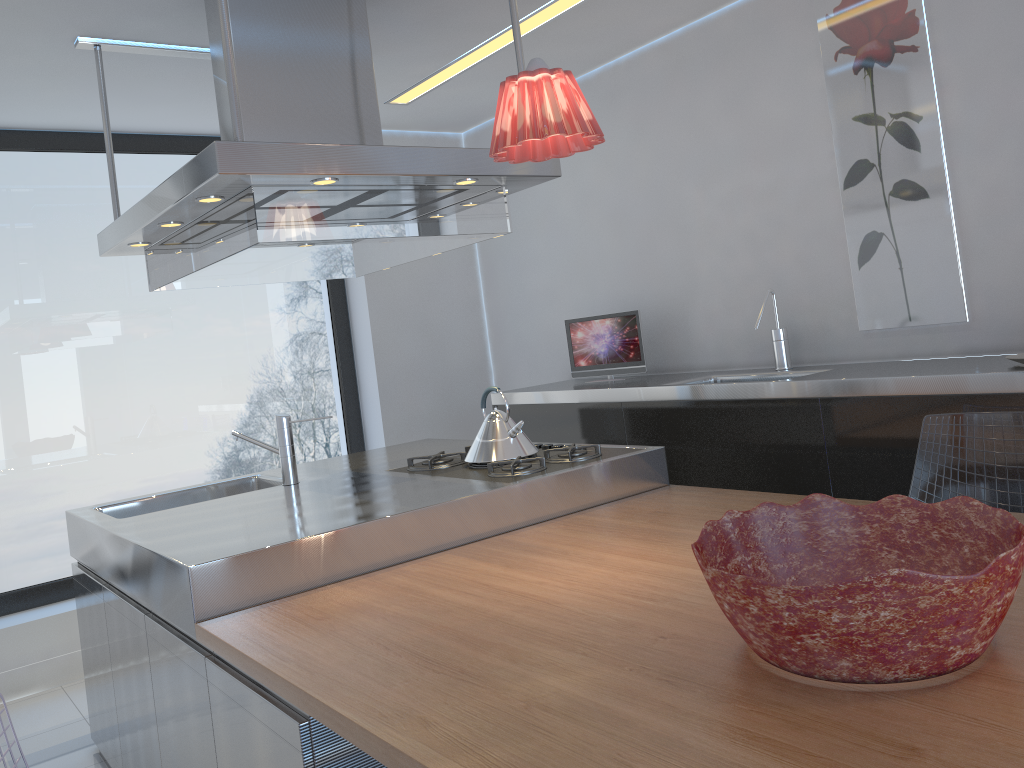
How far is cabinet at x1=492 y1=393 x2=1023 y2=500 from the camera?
2.7 meters

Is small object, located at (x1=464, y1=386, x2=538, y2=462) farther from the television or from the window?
the window

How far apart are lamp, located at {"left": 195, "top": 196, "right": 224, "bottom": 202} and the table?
1.06m

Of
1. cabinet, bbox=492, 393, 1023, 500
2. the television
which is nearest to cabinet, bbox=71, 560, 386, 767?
cabinet, bbox=492, 393, 1023, 500

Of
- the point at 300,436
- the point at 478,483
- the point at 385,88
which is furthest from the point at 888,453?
the point at 300,436

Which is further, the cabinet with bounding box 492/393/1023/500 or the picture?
the picture

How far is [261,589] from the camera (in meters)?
2.06

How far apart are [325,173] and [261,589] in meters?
1.0

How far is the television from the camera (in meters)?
4.08

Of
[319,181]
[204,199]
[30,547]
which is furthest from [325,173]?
[30,547]
